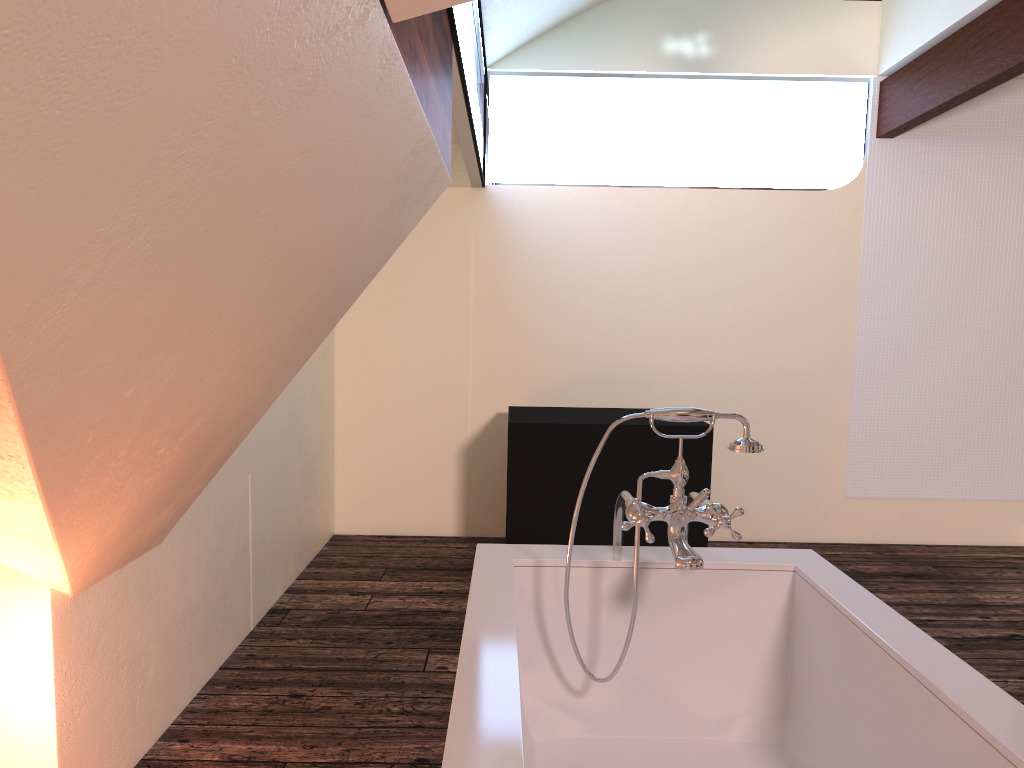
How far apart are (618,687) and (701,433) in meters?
1.9

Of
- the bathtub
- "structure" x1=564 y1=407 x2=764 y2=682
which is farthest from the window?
the bathtub

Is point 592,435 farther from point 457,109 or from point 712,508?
point 712,508

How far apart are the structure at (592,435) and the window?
1.2m

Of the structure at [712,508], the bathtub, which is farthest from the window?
the bathtub

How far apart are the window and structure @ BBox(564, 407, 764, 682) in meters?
1.1

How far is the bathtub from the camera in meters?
1.3 m

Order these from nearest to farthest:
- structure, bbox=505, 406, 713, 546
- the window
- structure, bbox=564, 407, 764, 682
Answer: structure, bbox=564, 407, 764, 682 < the window < structure, bbox=505, 406, 713, 546

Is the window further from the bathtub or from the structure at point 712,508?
the bathtub

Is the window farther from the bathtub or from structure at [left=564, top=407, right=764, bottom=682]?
the bathtub
